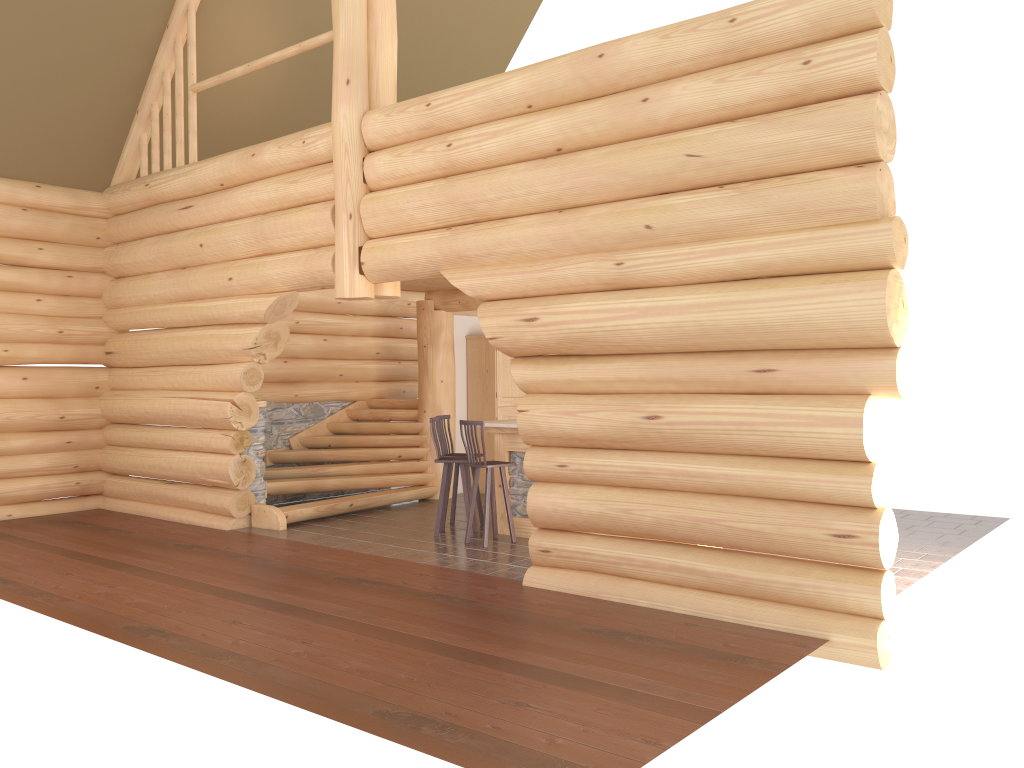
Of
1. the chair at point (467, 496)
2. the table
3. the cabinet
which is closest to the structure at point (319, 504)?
the cabinet

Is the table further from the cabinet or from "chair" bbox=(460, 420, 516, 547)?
the cabinet

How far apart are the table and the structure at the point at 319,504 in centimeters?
239cm

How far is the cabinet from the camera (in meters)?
13.32

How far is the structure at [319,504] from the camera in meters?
11.1 m

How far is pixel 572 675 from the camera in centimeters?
526cm

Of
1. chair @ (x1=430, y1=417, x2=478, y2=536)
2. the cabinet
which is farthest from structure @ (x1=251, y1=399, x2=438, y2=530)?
chair @ (x1=430, y1=417, x2=478, y2=536)

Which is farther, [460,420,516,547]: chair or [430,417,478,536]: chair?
[430,417,478,536]: chair

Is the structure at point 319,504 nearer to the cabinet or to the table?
the cabinet

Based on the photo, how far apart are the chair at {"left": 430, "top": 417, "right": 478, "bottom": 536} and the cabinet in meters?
3.2 m
